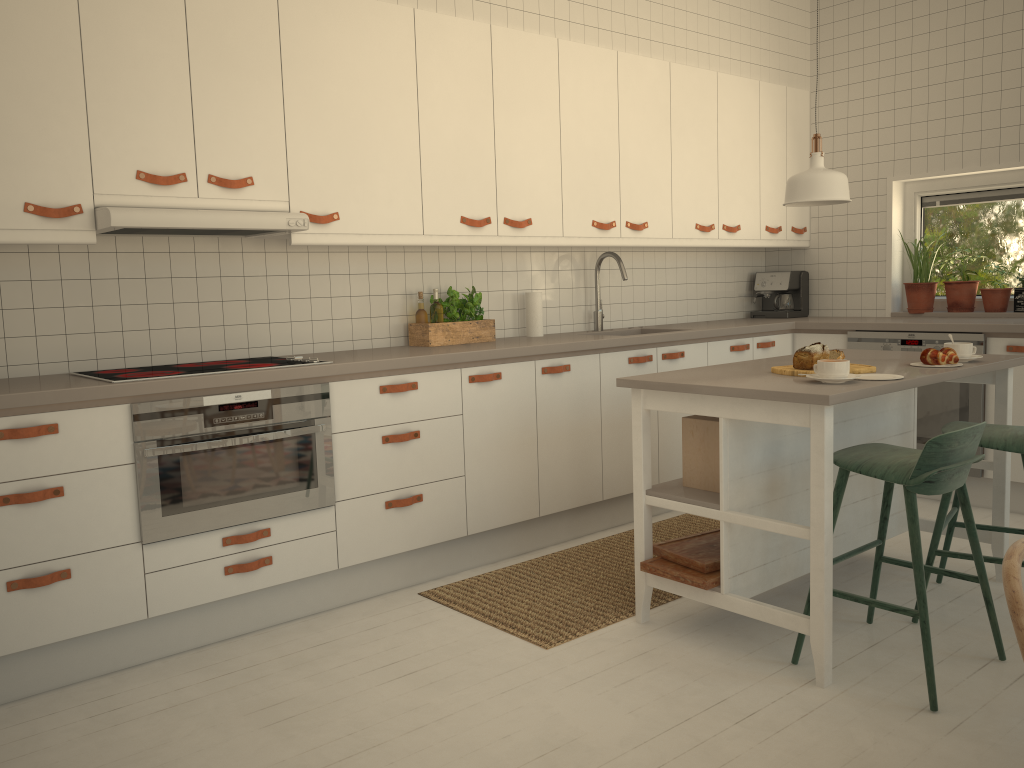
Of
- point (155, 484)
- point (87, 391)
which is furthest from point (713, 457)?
point (87, 391)

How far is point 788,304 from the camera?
5.5 meters

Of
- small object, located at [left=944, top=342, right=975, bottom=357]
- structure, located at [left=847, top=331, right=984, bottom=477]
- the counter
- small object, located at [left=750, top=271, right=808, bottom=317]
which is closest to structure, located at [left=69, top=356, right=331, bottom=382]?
the counter

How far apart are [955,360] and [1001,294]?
2.1 meters

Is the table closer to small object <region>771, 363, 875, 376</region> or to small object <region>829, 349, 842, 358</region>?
small object <region>771, 363, 875, 376</region>

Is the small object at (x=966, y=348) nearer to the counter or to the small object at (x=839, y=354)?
the small object at (x=839, y=354)

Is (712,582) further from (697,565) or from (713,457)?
(713,457)

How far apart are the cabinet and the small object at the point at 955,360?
1.4 meters

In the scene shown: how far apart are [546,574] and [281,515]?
1.1m

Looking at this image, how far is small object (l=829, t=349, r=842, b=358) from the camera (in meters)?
2.96
